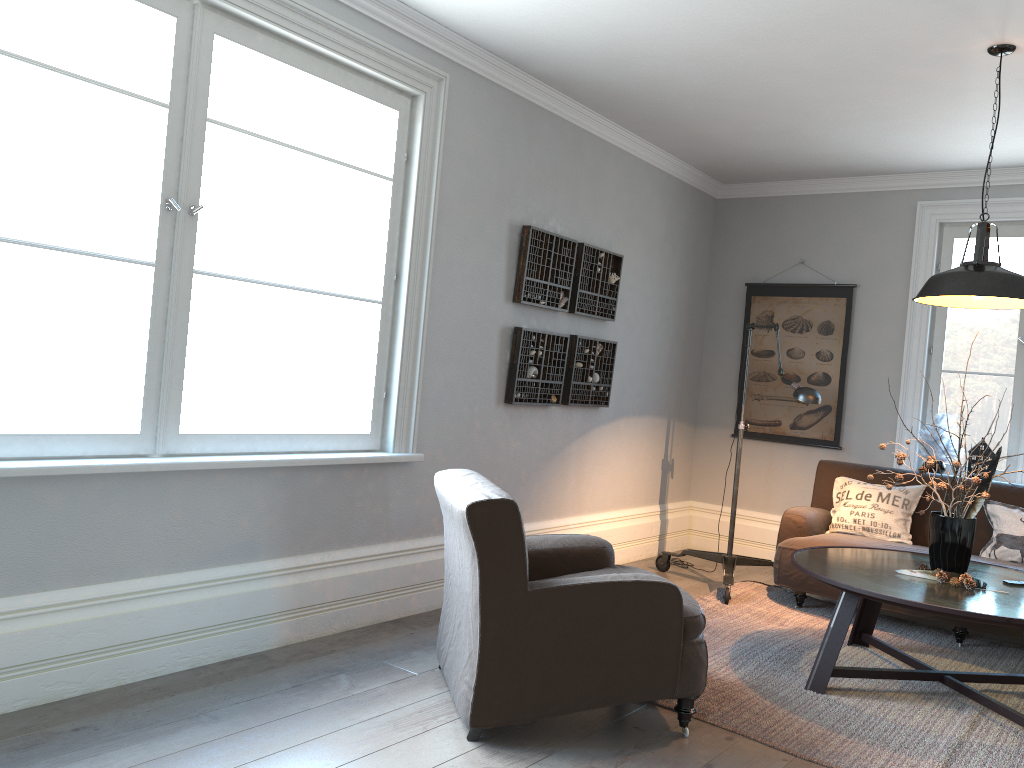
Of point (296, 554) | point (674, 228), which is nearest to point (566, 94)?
point (674, 228)

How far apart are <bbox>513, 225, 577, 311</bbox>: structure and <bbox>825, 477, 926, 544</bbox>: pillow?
2.0m

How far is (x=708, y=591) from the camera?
5.30m

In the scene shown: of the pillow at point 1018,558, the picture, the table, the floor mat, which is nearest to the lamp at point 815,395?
the floor mat

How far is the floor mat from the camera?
3.1m

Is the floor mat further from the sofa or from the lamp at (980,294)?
the lamp at (980,294)

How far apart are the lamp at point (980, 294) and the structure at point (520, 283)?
1.9 meters

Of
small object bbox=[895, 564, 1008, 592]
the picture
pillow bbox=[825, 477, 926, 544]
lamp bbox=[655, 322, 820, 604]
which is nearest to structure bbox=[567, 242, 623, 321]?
lamp bbox=[655, 322, 820, 604]

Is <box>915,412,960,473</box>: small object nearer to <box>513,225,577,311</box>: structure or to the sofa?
the sofa

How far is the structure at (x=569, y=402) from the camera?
5.2m
